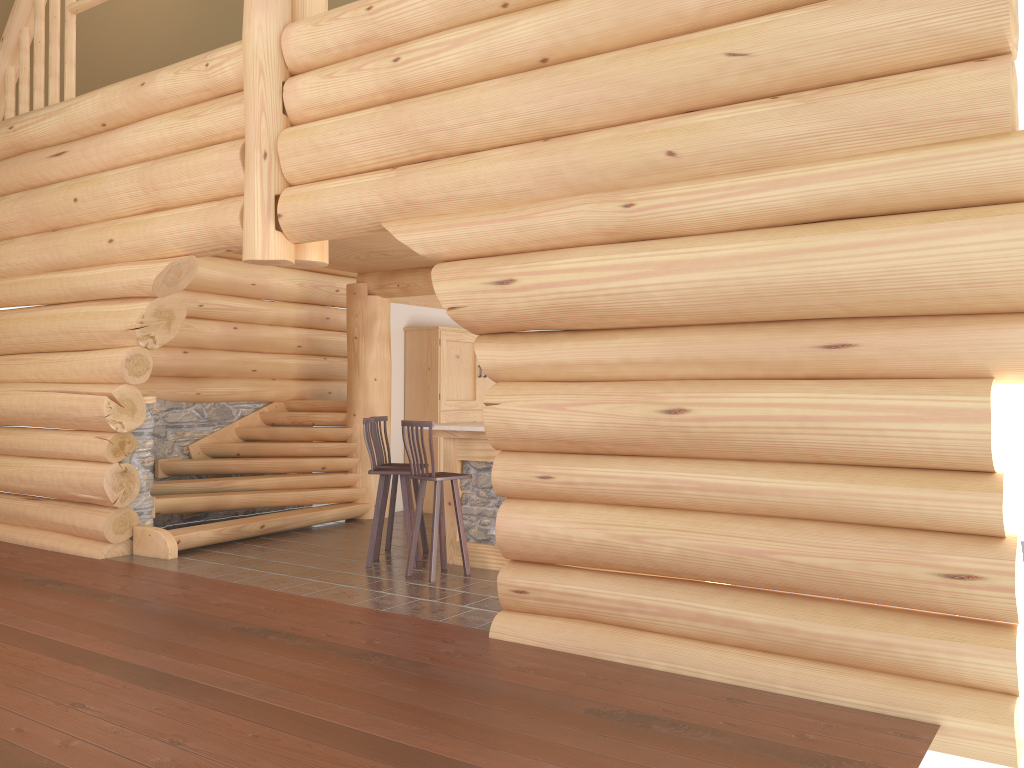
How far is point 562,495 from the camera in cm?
548

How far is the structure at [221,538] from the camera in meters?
8.9

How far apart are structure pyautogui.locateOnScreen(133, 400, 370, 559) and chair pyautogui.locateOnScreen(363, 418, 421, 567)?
1.74m

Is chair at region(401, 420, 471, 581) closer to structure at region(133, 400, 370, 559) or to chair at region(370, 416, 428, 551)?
chair at region(370, 416, 428, 551)

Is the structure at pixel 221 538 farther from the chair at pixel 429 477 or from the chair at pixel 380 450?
the chair at pixel 429 477

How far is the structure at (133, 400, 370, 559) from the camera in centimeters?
888cm

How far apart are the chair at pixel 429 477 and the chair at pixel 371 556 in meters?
0.3 m

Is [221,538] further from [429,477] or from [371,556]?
[429,477]

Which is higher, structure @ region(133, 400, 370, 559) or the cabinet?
the cabinet

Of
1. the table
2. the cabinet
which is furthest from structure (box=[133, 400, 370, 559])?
the table
